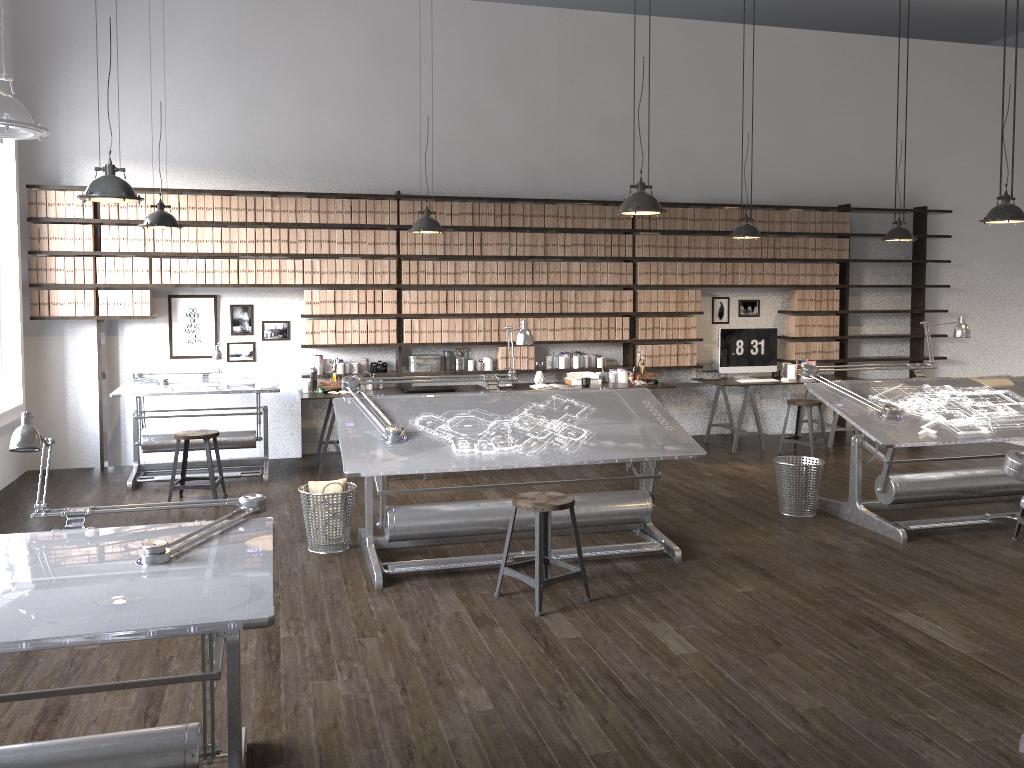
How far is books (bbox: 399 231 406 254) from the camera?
8.1m

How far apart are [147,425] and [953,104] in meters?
9.1

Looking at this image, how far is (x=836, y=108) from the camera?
9.46m

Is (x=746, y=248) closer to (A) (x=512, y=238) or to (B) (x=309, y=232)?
(A) (x=512, y=238)

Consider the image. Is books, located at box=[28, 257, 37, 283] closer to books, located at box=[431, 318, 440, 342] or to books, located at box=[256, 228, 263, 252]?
books, located at box=[256, 228, 263, 252]

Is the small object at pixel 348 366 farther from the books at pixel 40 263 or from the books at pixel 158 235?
the books at pixel 40 263

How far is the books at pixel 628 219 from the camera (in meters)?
8.68

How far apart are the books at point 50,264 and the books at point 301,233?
2.0m

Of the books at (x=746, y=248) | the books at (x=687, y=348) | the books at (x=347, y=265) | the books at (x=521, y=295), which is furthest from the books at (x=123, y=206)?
the books at (x=746, y=248)

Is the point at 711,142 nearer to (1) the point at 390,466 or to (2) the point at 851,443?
(2) the point at 851,443
